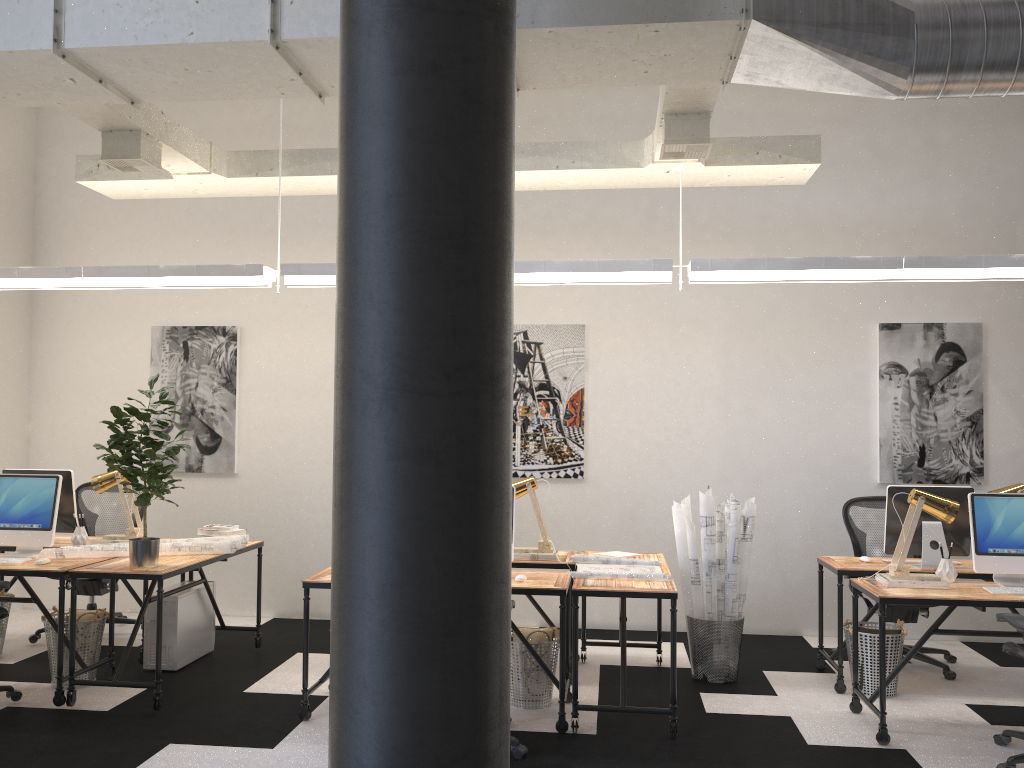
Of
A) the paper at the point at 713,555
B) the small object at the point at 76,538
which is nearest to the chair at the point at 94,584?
the small object at the point at 76,538

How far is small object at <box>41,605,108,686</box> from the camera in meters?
5.0 m

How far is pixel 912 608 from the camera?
5.7m

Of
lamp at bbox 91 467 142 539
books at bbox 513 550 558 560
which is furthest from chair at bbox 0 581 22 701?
books at bbox 513 550 558 560

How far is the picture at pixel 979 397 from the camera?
6.47m

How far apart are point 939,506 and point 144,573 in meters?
4.2

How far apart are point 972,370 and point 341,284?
5.5 meters

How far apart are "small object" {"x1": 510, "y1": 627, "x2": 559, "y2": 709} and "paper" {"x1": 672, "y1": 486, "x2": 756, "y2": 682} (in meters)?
1.09

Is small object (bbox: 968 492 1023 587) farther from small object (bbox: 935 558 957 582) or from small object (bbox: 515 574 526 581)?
small object (bbox: 515 574 526 581)

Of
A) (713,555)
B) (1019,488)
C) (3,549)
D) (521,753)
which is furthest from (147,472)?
(1019,488)
